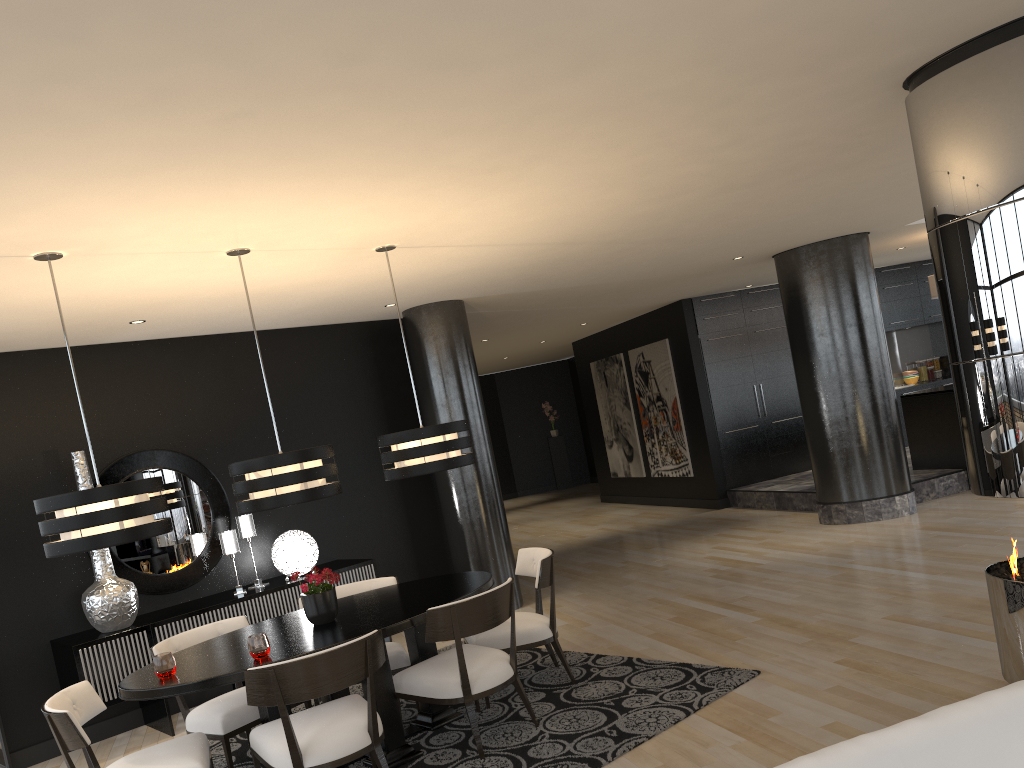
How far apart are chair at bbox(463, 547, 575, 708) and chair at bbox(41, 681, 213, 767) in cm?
152

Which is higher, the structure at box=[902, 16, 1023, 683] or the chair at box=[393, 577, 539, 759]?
the structure at box=[902, 16, 1023, 683]

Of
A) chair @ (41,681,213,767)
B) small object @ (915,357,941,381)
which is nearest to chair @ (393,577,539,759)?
chair @ (41,681,213,767)

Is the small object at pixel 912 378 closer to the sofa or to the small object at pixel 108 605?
the small object at pixel 108 605

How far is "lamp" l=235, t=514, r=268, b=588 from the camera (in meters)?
6.54

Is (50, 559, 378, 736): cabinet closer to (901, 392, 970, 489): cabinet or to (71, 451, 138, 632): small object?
(71, 451, 138, 632): small object

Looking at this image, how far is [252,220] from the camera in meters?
4.1 m

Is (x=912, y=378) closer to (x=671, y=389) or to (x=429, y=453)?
(x=671, y=389)

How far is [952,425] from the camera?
9.25m

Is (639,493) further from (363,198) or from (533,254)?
(363,198)
